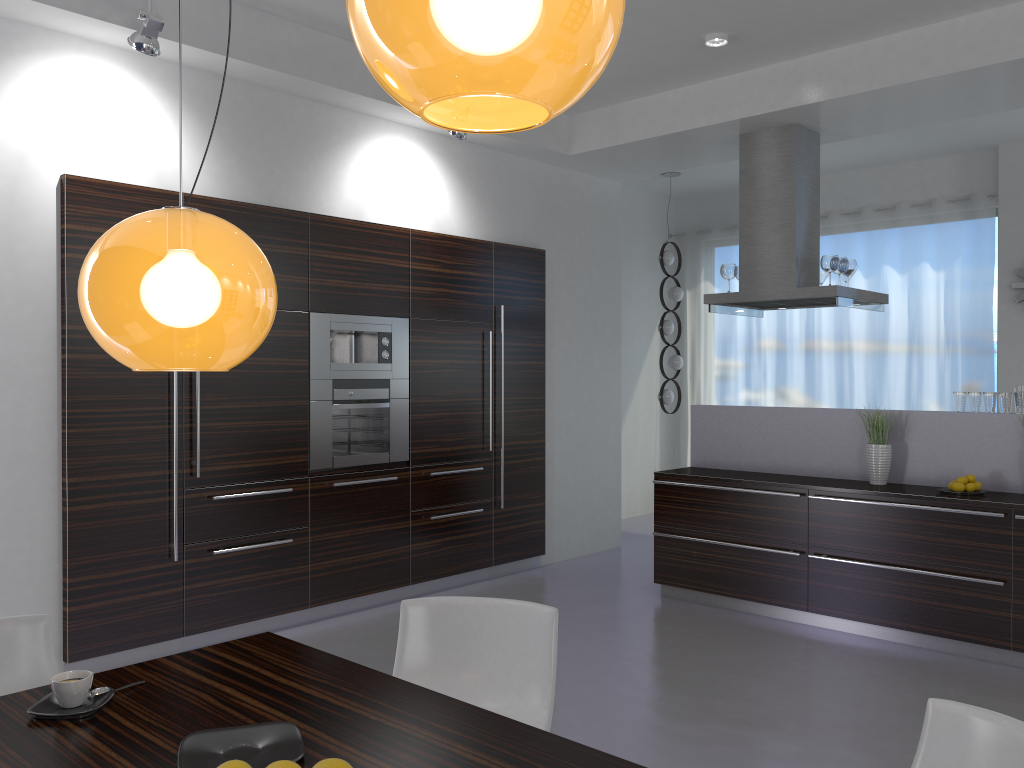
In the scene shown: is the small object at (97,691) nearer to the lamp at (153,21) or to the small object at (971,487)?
the lamp at (153,21)

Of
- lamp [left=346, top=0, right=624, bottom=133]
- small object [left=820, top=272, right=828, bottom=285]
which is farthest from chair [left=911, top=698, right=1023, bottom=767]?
small object [left=820, top=272, right=828, bottom=285]

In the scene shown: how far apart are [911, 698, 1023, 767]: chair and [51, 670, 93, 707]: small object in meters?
1.8 m

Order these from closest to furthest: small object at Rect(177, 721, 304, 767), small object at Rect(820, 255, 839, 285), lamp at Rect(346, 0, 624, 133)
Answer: lamp at Rect(346, 0, 624, 133)
small object at Rect(177, 721, 304, 767)
small object at Rect(820, 255, 839, 285)

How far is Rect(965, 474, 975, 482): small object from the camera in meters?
5.0

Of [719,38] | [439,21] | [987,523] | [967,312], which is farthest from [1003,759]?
[967,312]

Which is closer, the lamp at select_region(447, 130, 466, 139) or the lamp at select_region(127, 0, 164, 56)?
the lamp at select_region(127, 0, 164, 56)

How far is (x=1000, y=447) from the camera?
5.0 meters

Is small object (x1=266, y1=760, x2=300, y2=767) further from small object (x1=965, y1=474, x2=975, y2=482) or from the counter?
small object (x1=965, y1=474, x2=975, y2=482)

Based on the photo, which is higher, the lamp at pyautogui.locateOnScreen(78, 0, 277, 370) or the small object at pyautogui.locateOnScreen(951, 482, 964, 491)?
the lamp at pyautogui.locateOnScreen(78, 0, 277, 370)
